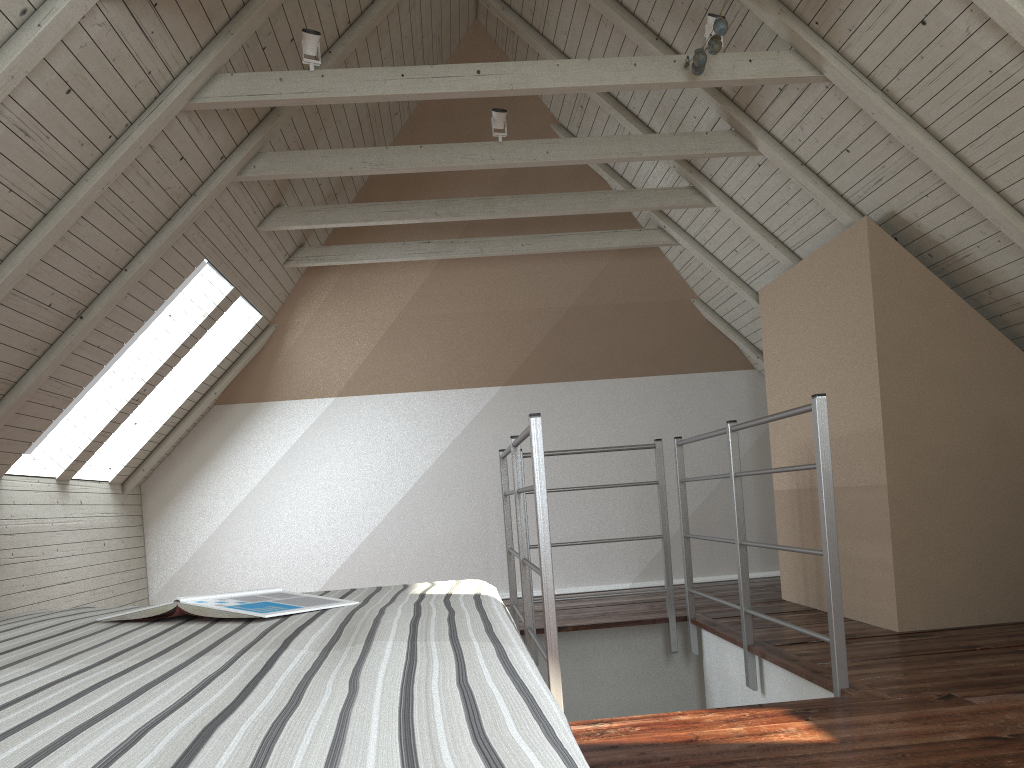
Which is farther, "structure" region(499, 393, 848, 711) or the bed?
"structure" region(499, 393, 848, 711)

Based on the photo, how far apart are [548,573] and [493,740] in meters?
1.9

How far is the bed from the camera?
0.50m

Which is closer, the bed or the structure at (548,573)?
the bed

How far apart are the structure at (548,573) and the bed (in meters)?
0.84

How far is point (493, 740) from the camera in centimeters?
50cm

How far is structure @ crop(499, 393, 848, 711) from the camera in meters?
2.4 m

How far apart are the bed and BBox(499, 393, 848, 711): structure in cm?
84

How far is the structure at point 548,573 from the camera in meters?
2.4
